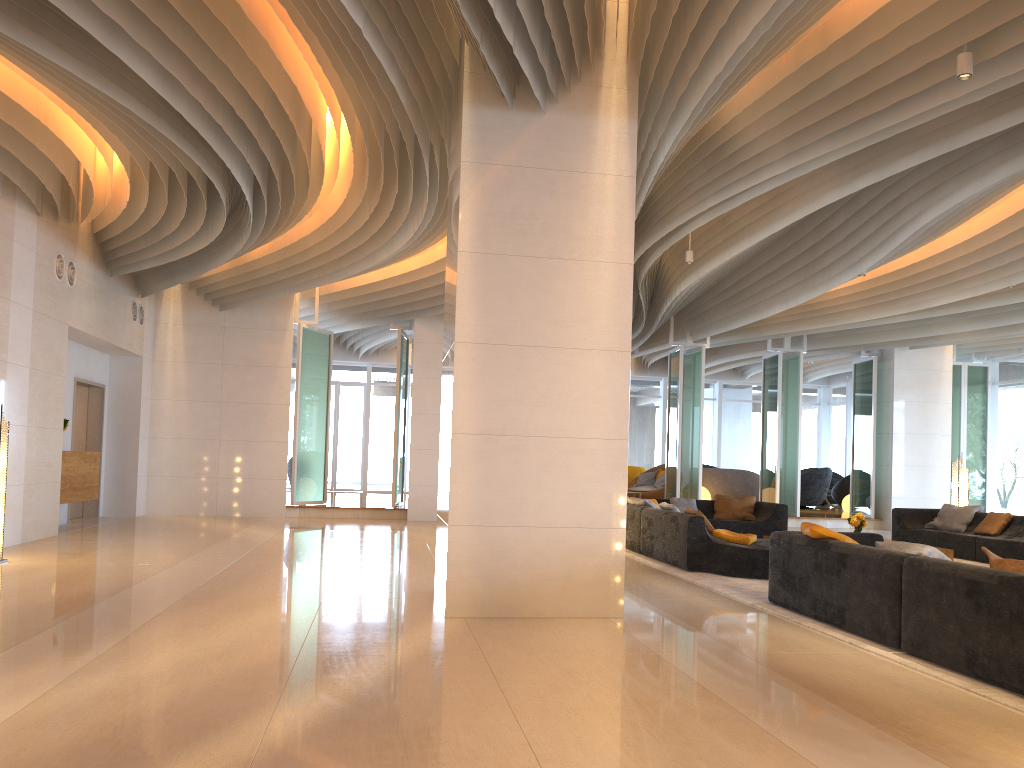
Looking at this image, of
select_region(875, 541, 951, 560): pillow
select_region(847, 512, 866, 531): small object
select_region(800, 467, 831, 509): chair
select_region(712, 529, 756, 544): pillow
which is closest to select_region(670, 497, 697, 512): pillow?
select_region(847, 512, 866, 531): small object

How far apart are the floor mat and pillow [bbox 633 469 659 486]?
9.3m

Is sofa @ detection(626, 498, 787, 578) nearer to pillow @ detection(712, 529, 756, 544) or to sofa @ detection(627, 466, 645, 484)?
pillow @ detection(712, 529, 756, 544)

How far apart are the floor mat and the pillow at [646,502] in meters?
0.6

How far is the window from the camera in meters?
17.7 m

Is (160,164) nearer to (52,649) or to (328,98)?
(328,98)

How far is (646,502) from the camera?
10.89m

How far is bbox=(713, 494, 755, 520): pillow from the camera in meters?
13.2

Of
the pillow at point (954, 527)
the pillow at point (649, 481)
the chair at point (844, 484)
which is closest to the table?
the pillow at point (954, 527)

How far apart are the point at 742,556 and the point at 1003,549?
4.1 meters
